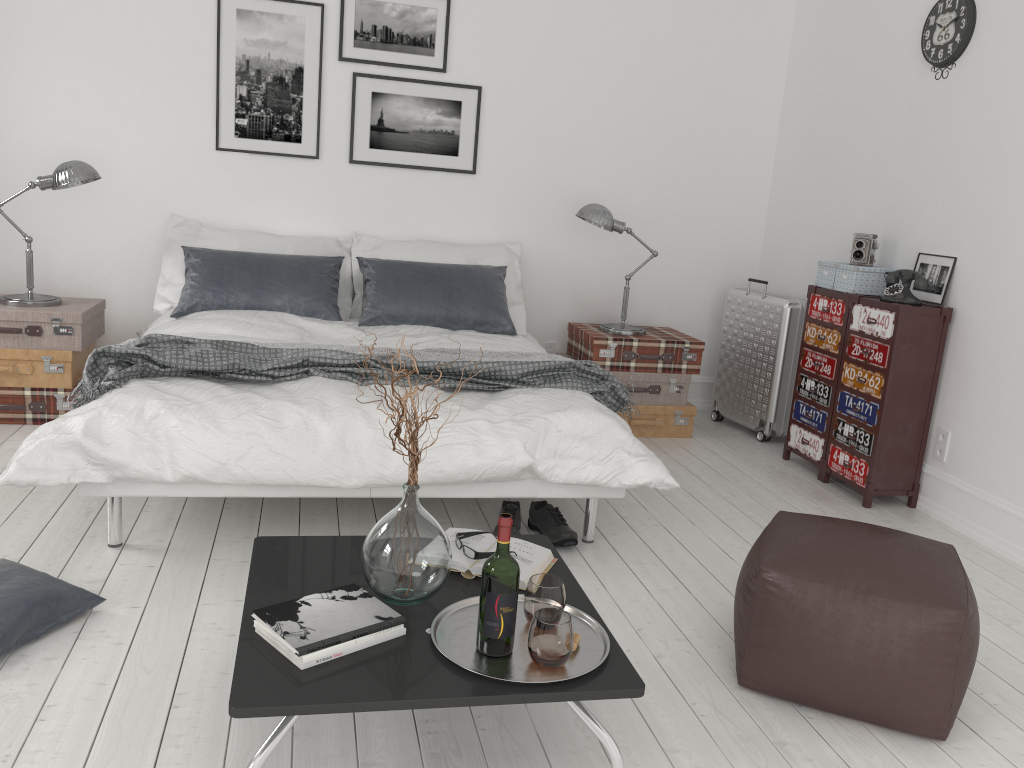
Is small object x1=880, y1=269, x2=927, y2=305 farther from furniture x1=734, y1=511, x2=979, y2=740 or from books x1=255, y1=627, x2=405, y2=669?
books x1=255, y1=627, x2=405, y2=669

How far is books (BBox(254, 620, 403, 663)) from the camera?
1.75m

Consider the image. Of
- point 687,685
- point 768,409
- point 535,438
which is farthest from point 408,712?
point 768,409

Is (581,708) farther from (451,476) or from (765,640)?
(451,476)

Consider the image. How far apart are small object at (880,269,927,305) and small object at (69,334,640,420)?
1.39m

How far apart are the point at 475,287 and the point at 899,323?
2.1 meters

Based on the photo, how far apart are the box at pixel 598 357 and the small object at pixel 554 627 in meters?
3.0

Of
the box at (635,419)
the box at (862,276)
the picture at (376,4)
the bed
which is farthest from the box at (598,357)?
the picture at (376,4)

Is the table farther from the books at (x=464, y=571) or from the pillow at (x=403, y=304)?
the pillow at (x=403, y=304)

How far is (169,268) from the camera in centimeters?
456cm
